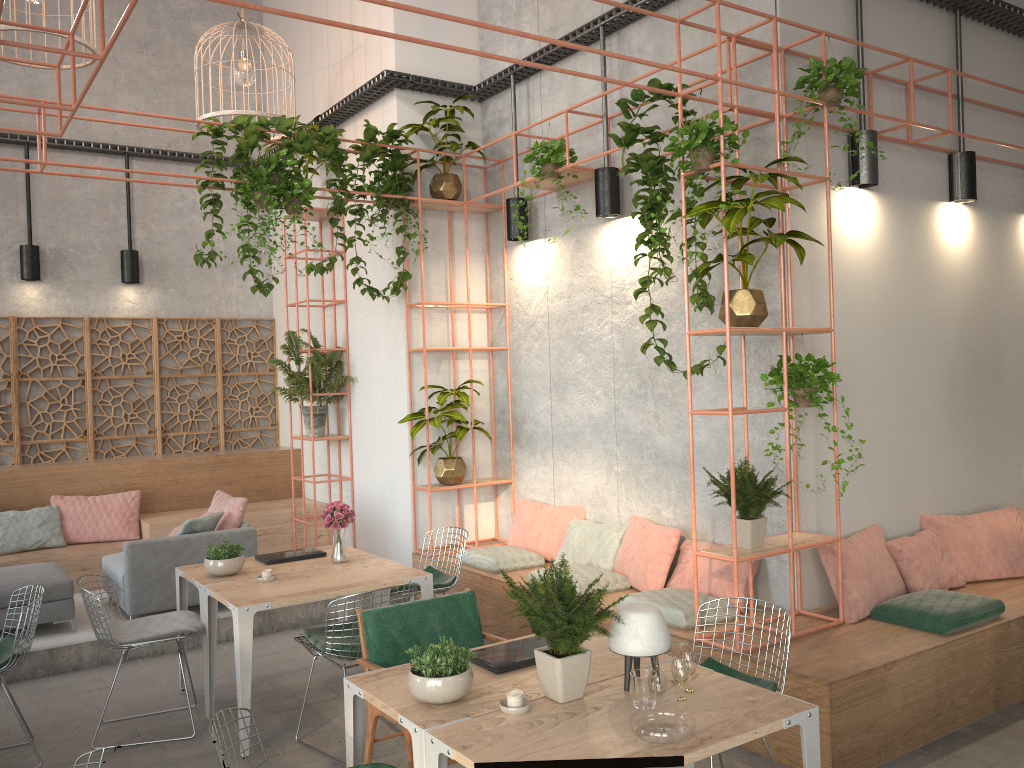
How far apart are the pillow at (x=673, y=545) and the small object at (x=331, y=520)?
2.02m

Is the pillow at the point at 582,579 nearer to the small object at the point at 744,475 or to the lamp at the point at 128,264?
the small object at the point at 744,475

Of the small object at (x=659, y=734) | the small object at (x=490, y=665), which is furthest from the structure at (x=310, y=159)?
the small object at (x=659, y=734)

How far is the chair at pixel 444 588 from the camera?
6.2 meters

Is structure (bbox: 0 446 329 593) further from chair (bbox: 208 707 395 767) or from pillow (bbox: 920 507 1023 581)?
chair (bbox: 208 707 395 767)

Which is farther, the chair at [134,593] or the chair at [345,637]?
the chair at [134,593]

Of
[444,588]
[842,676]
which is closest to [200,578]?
[444,588]

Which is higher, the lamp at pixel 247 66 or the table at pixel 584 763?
the lamp at pixel 247 66

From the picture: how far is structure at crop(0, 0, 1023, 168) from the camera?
6.6 meters

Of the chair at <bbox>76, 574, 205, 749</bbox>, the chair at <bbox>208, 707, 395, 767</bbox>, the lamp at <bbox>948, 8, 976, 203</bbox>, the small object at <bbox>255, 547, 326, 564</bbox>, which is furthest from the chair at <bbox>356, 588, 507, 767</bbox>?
the lamp at <bbox>948, 8, 976, 203</bbox>
